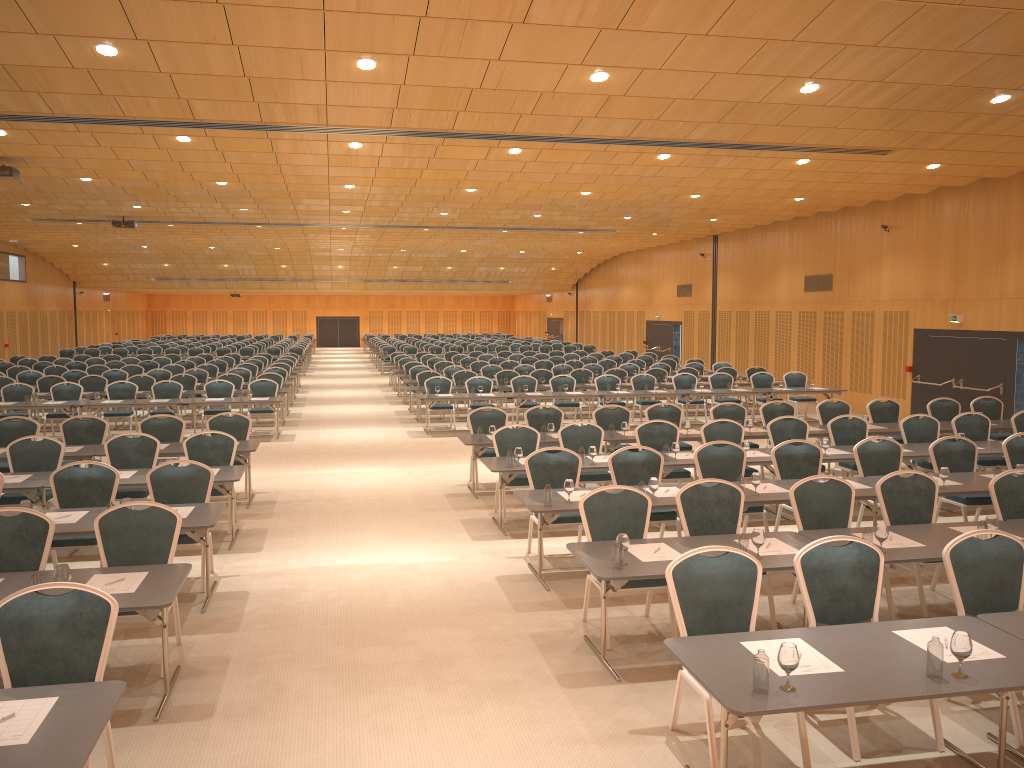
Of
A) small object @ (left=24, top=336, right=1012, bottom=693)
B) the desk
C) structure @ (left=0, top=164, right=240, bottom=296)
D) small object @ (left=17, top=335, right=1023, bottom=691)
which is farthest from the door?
structure @ (left=0, top=164, right=240, bottom=296)

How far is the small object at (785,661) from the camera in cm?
405

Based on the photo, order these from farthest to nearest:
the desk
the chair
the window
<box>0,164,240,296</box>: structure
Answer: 1. the window
2. <box>0,164,240,296</box>: structure
3. the chair
4. the desk

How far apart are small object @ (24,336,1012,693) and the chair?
0.65m

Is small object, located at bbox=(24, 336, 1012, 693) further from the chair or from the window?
the window

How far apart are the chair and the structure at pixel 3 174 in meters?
3.8 m

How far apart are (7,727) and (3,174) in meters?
13.7 m

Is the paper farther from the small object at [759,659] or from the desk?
the small object at [759,659]

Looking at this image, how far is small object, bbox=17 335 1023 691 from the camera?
4.1 meters

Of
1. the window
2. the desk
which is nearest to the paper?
the desk
